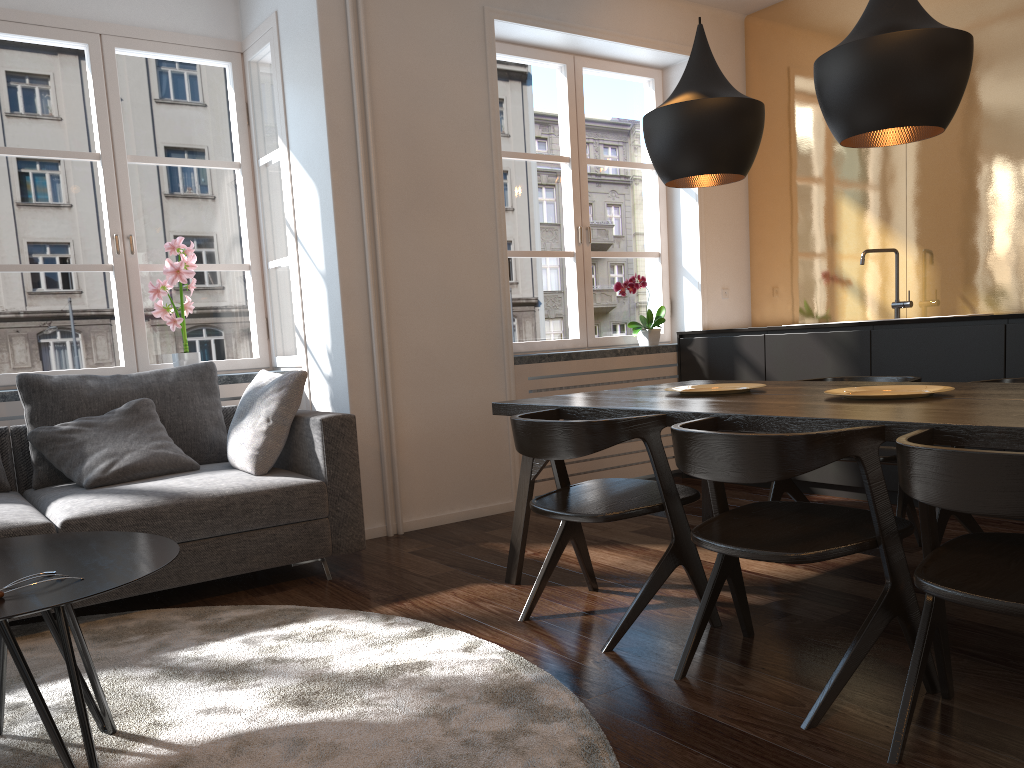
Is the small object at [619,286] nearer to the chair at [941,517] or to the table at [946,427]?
the table at [946,427]

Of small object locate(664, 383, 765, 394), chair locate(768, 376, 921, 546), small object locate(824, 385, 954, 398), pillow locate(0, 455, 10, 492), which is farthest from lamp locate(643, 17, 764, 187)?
pillow locate(0, 455, 10, 492)

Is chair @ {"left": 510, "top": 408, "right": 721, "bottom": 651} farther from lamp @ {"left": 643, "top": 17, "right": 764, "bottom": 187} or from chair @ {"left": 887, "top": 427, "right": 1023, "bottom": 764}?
lamp @ {"left": 643, "top": 17, "right": 764, "bottom": 187}

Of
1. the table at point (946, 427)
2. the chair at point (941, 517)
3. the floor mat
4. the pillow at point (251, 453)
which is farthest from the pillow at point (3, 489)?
the chair at point (941, 517)

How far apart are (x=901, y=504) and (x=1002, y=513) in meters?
1.8 m

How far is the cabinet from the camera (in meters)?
3.83

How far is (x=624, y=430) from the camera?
2.5 meters

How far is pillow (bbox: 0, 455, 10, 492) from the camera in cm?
349

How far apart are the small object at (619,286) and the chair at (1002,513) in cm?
328

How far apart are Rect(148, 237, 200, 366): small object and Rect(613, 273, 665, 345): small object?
2.3 meters
